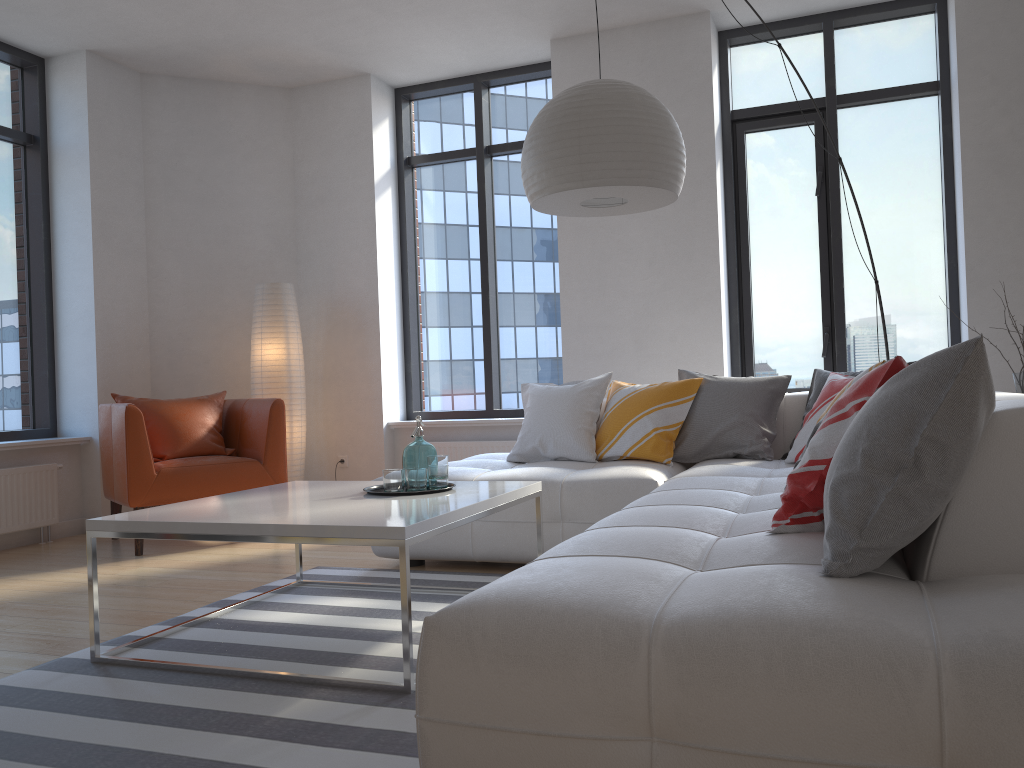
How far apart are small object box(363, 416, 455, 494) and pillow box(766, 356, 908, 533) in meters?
1.3

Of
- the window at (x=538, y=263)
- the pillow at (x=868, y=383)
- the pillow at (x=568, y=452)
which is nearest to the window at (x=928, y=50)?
the window at (x=538, y=263)

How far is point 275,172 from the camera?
6.3 meters

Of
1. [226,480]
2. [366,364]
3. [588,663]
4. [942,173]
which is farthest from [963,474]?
[366,364]

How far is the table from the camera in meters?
2.4 m

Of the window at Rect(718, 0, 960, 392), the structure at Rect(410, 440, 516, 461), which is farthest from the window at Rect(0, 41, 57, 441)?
the window at Rect(718, 0, 960, 392)

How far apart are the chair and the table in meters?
1.4

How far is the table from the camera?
2.36m

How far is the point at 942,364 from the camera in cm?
152

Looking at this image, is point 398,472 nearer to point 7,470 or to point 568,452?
point 568,452
